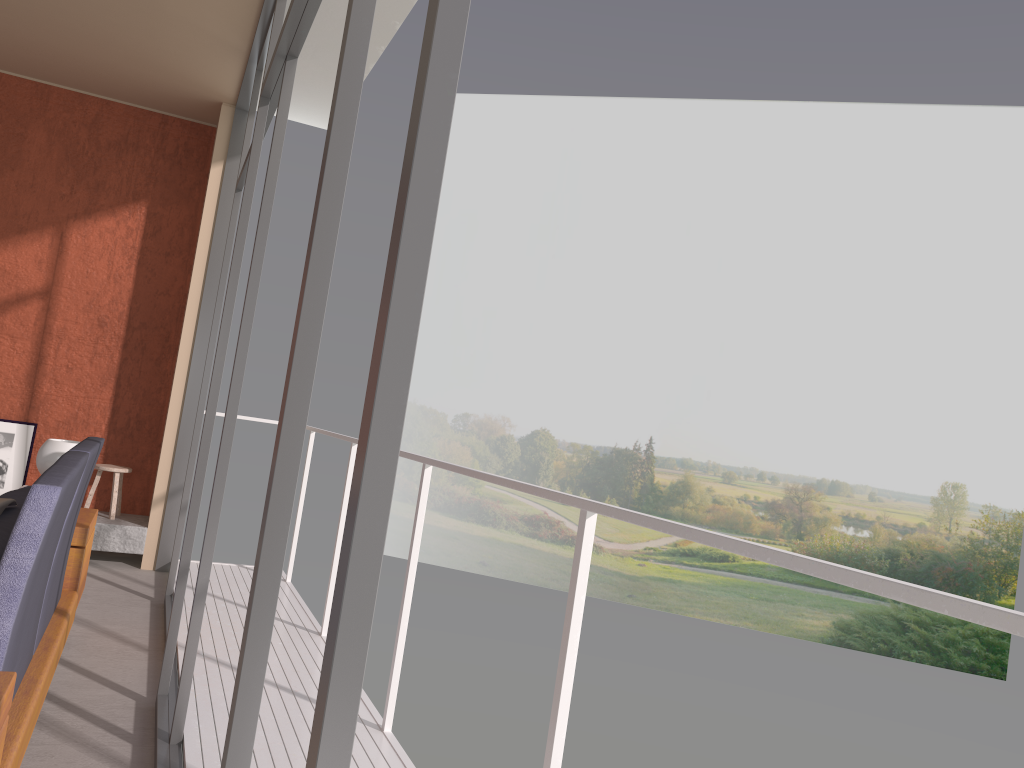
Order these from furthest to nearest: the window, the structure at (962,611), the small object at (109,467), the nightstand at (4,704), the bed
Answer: the small object at (109,467) < the bed < the nightstand at (4,704) < the structure at (962,611) < the window

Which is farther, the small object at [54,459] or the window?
the small object at [54,459]

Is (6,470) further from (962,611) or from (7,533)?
(962,611)

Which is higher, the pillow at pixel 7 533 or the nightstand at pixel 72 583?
the pillow at pixel 7 533

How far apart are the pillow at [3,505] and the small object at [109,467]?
3.4 meters

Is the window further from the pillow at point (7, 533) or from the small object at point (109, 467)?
the small object at point (109, 467)

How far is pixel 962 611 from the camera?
1.09m

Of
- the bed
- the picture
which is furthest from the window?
the picture

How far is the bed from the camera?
2.0 meters

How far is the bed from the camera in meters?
2.0
